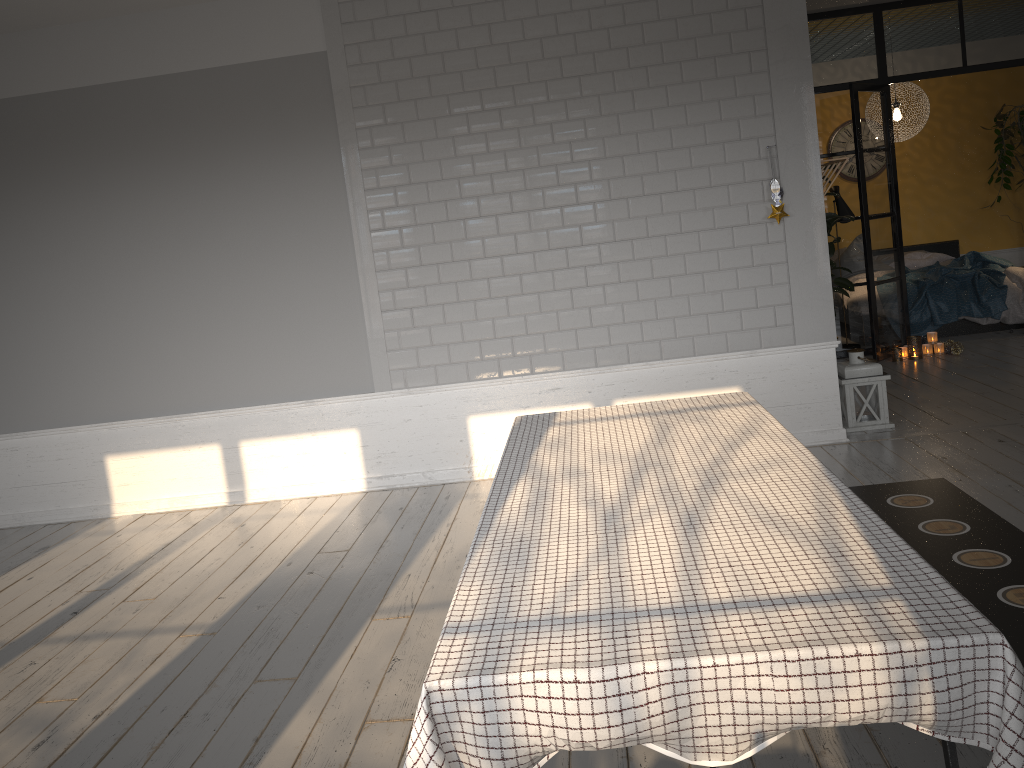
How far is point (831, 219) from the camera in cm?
719

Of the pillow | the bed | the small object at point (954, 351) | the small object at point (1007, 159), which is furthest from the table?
the small object at point (1007, 159)

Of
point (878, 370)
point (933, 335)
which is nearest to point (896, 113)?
point (933, 335)

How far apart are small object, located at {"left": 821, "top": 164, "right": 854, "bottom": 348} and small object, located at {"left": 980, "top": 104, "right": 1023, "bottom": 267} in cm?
334

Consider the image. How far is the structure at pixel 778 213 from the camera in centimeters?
491cm

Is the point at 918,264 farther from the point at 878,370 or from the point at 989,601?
the point at 989,601

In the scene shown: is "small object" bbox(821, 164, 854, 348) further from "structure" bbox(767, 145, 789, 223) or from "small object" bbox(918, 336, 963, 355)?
"structure" bbox(767, 145, 789, 223)

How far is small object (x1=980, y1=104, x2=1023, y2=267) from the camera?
9.4m

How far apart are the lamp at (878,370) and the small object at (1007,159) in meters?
5.4 m

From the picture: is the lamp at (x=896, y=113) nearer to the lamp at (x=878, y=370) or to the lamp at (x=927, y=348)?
the lamp at (x=927, y=348)
